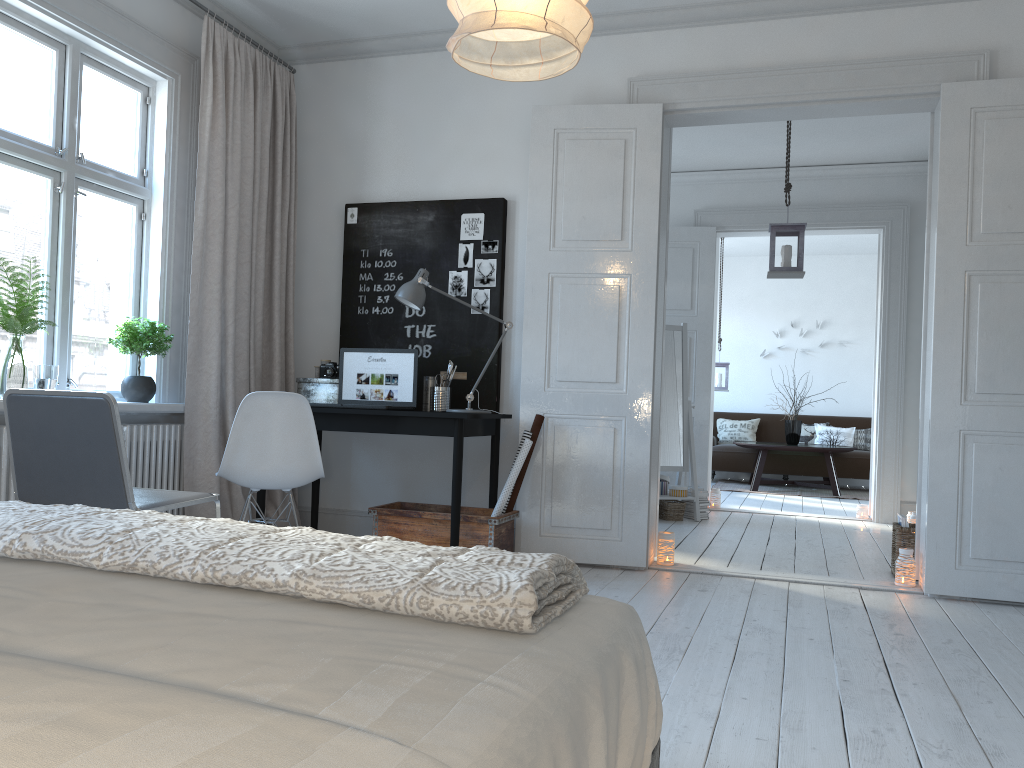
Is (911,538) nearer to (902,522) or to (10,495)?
(902,522)

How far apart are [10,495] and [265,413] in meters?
1.0 m

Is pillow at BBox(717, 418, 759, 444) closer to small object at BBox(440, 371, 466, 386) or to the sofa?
the sofa

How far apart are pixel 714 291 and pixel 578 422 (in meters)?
3.35

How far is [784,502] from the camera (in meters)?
A: 8.29

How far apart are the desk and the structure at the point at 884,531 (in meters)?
3.36

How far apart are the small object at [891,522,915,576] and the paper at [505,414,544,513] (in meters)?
1.89

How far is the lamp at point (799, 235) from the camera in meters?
5.6 m

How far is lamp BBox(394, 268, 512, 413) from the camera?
4.3m

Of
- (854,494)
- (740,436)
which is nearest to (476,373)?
(854,494)
